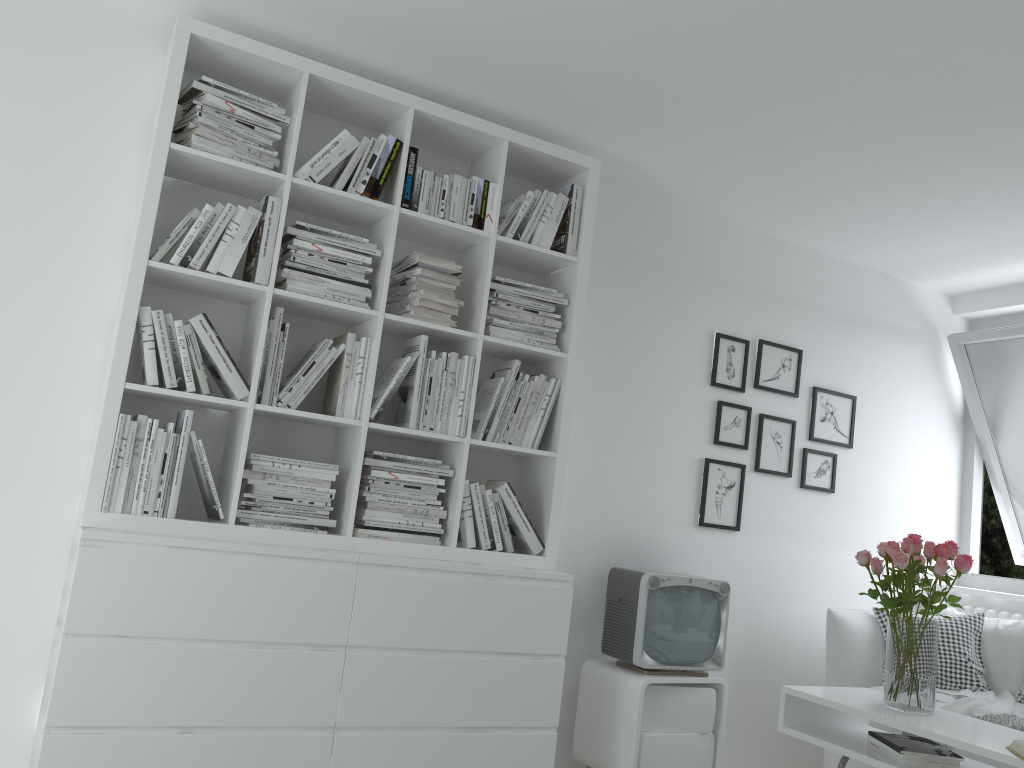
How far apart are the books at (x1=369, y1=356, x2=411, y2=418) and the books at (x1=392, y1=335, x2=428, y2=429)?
0.0 meters

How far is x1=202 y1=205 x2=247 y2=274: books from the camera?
2.8m

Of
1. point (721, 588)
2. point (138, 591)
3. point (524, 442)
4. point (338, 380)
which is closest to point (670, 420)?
point (721, 588)

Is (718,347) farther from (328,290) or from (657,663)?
(328,290)

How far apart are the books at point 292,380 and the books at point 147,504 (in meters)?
0.39

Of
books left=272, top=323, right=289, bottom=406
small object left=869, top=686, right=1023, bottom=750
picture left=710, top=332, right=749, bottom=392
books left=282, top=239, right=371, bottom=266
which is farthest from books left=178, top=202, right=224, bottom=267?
small object left=869, top=686, right=1023, bottom=750

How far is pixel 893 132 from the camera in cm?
312

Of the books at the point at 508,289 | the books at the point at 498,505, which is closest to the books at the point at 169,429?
the books at the point at 498,505

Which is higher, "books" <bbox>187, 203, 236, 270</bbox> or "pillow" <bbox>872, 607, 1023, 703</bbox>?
"books" <bbox>187, 203, 236, 270</bbox>

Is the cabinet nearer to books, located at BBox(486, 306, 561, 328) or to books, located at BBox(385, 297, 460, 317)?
books, located at BBox(486, 306, 561, 328)
